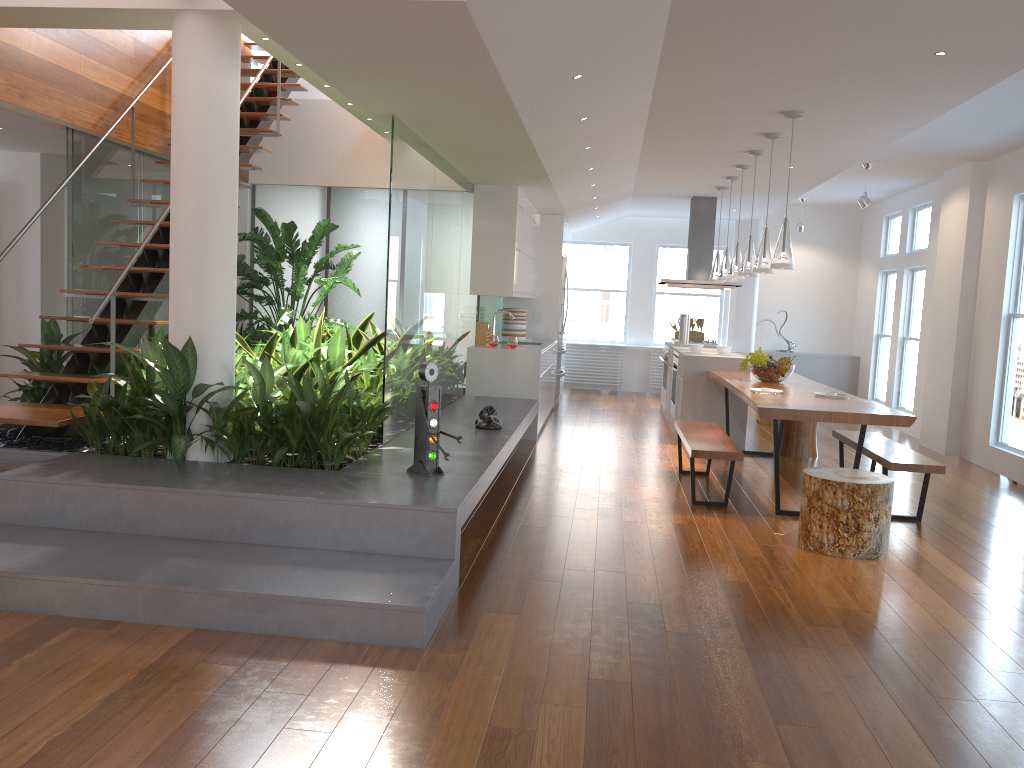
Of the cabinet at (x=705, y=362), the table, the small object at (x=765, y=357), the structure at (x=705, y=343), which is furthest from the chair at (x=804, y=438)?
the structure at (x=705, y=343)

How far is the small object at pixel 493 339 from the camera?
8.2 meters

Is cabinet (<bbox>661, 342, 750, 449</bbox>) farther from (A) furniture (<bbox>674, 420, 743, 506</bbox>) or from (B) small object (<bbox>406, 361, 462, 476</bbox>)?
(B) small object (<bbox>406, 361, 462, 476</bbox>)

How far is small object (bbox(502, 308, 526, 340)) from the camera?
9.7 meters

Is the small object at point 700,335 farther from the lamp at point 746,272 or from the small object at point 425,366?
the small object at point 425,366

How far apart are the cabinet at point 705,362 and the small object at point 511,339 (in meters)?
1.56

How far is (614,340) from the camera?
13.0 meters

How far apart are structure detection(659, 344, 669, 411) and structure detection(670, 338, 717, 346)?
0.14m

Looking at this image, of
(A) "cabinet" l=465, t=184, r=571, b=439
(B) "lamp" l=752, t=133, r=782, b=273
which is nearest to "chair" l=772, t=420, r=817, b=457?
(B) "lamp" l=752, t=133, r=782, b=273

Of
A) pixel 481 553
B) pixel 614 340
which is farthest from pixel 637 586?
pixel 614 340
